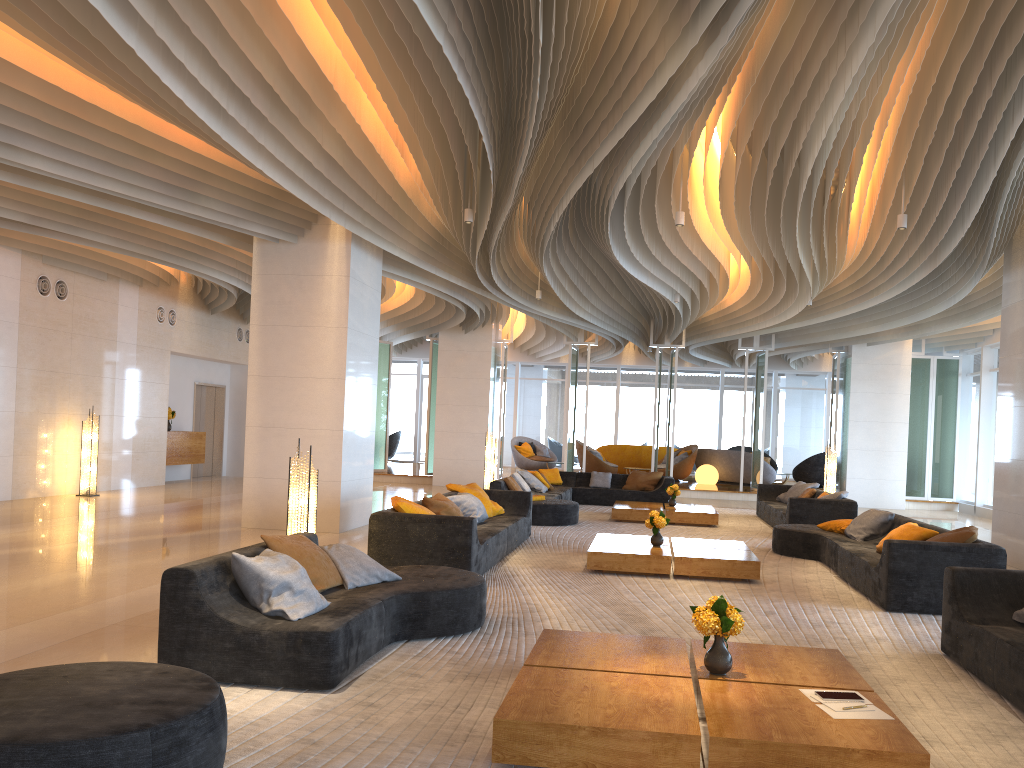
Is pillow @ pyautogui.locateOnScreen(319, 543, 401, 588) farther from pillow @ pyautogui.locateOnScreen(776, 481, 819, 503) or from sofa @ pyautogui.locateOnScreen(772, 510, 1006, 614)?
pillow @ pyautogui.locateOnScreen(776, 481, 819, 503)

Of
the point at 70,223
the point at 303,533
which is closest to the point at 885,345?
the point at 70,223

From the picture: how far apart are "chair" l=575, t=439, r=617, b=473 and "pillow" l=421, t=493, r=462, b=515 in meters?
13.5

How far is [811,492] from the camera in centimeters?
1415cm

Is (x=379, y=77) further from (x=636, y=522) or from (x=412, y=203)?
(x=636, y=522)

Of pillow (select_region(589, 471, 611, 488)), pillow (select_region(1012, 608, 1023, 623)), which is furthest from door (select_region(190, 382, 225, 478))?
pillow (select_region(1012, 608, 1023, 623))

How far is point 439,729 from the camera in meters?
3.9

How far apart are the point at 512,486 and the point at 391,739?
9.6m

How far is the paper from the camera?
3.6 meters

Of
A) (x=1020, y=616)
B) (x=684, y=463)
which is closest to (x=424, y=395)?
(x=684, y=463)
